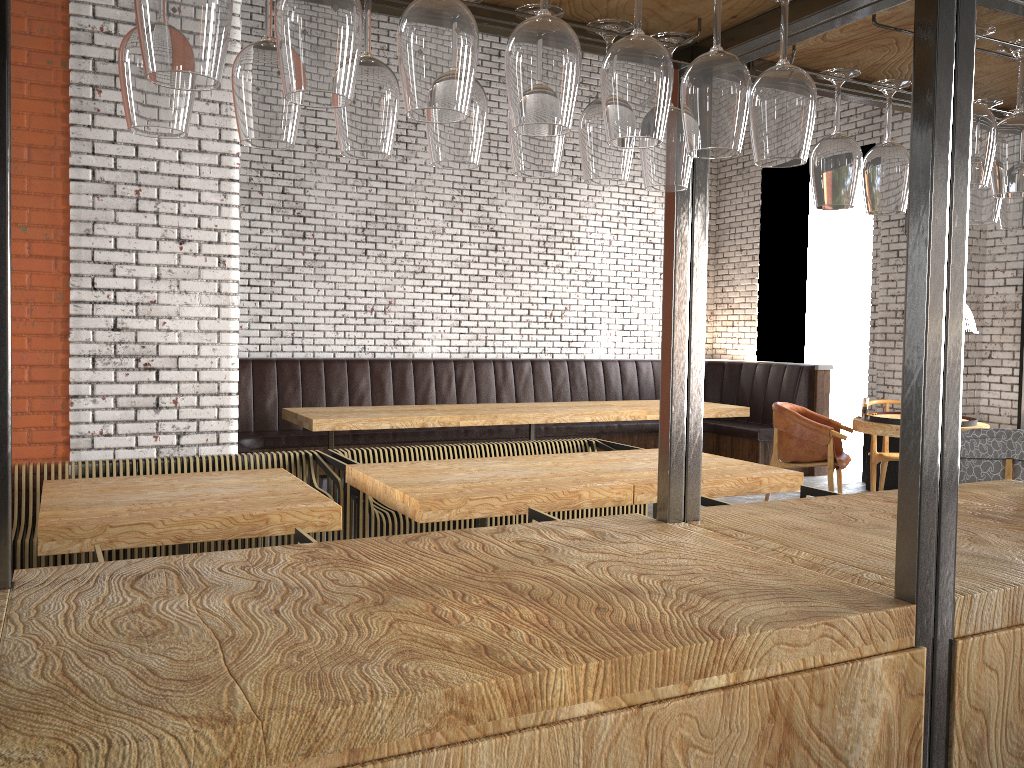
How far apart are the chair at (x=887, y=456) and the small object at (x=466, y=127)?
6.6m

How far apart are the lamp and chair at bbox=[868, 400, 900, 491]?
3.6m

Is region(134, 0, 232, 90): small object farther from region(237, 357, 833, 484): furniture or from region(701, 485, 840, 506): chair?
region(237, 357, 833, 484): furniture

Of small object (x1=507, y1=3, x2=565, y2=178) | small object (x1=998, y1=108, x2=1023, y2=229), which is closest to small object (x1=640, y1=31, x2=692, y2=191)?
small object (x1=507, y1=3, x2=565, y2=178)

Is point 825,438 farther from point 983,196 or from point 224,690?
point 224,690

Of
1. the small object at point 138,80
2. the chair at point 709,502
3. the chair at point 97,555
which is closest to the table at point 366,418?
the chair at point 709,502

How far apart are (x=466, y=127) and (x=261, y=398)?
6.94m

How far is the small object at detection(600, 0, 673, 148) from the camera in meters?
1.2 m

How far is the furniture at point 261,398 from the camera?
7.9m

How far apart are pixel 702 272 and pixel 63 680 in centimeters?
131cm
